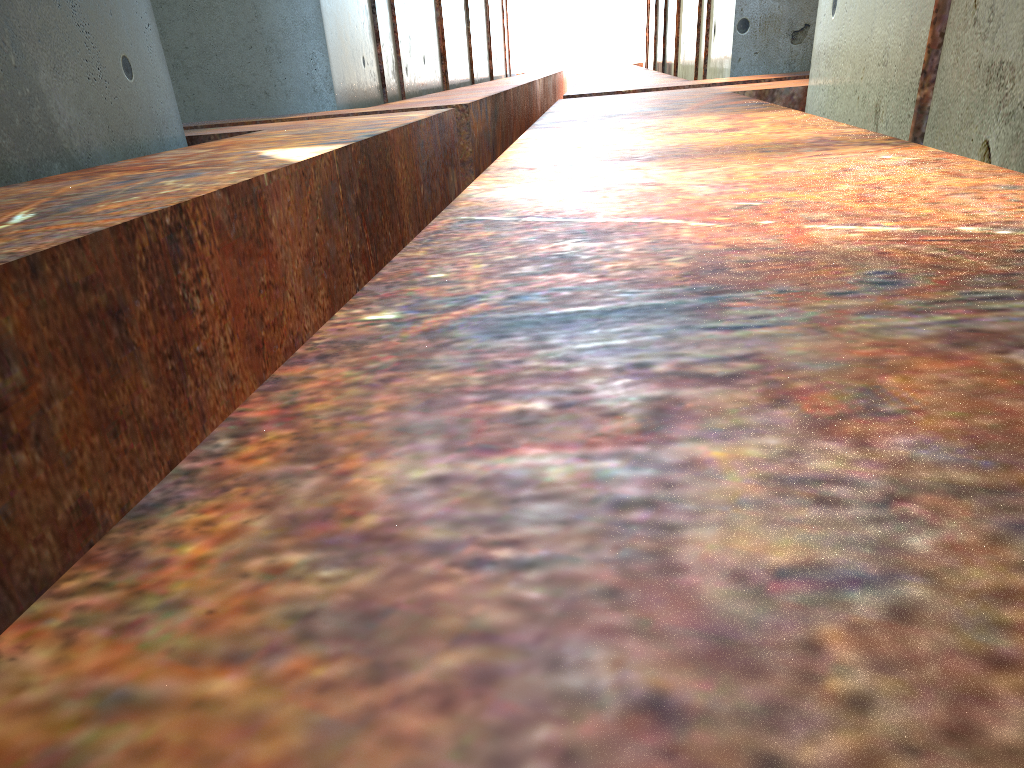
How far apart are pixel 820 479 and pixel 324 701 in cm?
42
